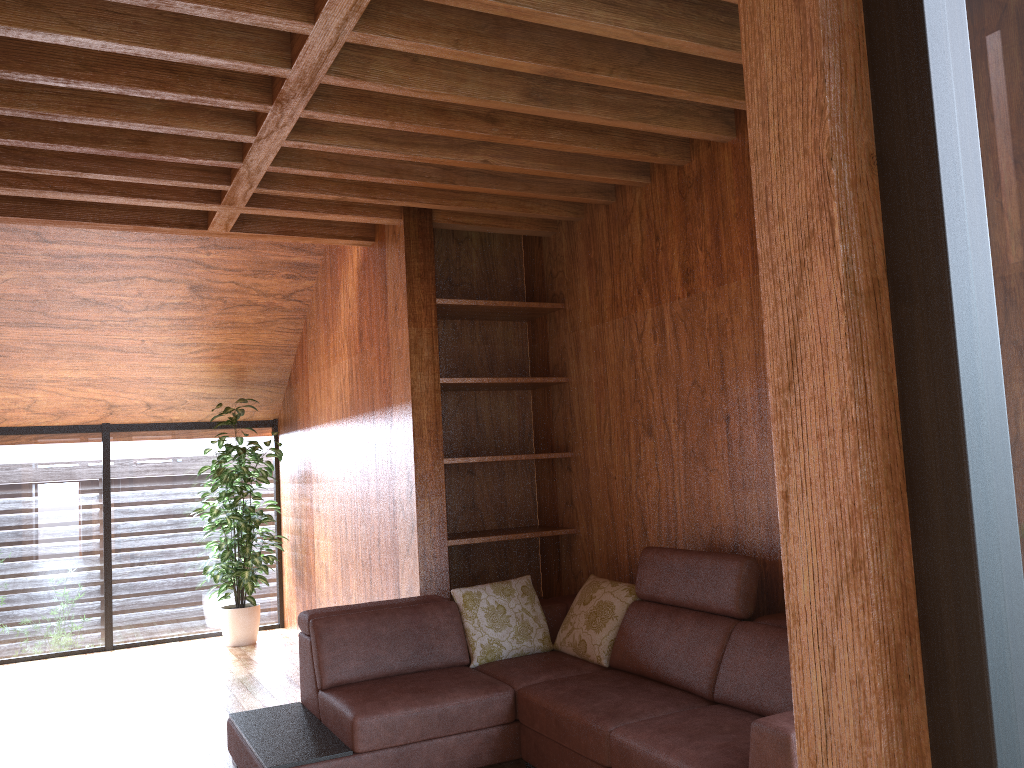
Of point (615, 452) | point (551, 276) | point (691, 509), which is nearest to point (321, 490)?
point (551, 276)

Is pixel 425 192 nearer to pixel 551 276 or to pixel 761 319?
pixel 551 276

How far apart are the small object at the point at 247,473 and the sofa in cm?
232

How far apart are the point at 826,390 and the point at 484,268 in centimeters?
411cm

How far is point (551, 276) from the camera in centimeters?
463cm

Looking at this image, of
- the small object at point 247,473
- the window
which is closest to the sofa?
the window

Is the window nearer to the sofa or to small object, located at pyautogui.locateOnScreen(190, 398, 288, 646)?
small object, located at pyautogui.locateOnScreen(190, 398, 288, 646)

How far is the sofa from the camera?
2.7 meters

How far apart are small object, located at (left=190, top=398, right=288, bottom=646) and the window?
0.2m

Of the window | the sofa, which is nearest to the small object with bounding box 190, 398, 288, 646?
the window
